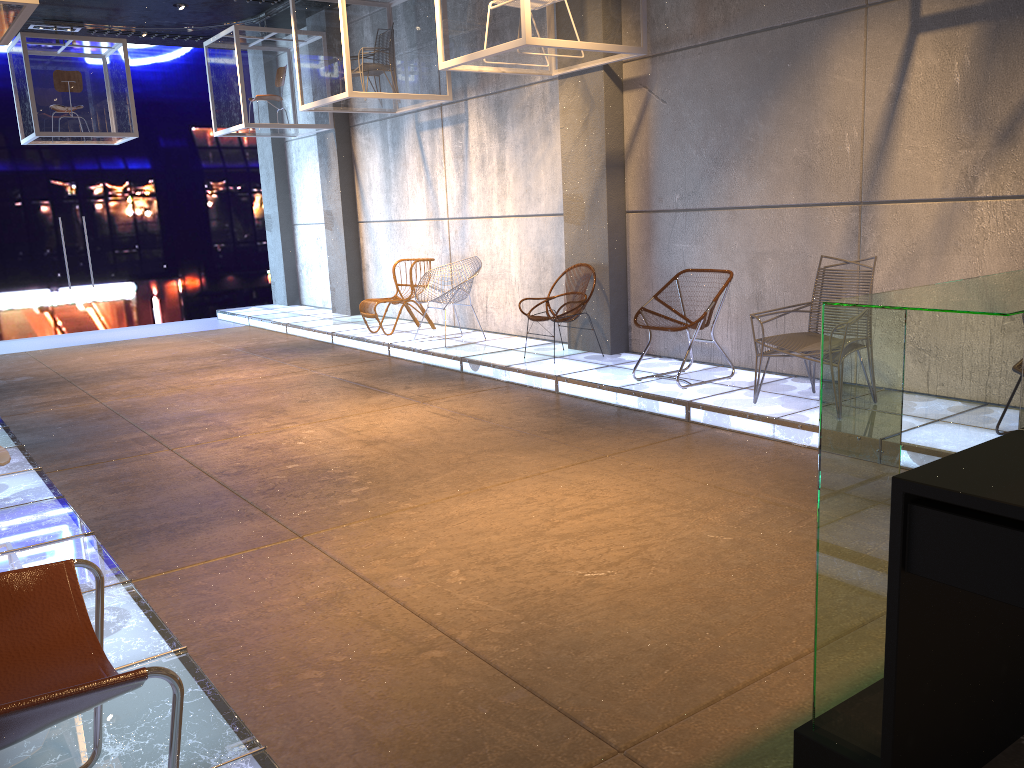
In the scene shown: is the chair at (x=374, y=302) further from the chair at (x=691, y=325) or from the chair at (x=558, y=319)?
the chair at (x=691, y=325)

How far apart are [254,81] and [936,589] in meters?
10.7

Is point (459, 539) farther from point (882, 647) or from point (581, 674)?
point (882, 647)

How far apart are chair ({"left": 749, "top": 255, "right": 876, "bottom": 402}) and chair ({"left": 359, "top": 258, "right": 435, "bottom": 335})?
5.2m

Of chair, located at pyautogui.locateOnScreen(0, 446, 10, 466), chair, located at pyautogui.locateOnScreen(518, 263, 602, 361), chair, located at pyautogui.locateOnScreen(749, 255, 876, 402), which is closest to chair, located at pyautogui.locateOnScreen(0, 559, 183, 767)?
chair, located at pyautogui.locateOnScreen(0, 446, 10, 466)

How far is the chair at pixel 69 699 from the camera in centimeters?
151cm

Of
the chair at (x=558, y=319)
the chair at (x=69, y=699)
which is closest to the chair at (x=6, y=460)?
the chair at (x=69, y=699)

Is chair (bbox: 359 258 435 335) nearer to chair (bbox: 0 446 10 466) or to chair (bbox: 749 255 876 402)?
chair (bbox: 749 255 876 402)

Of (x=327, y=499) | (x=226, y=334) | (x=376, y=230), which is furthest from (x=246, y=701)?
(x=226, y=334)

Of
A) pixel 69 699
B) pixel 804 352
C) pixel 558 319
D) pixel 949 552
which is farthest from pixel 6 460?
pixel 558 319
